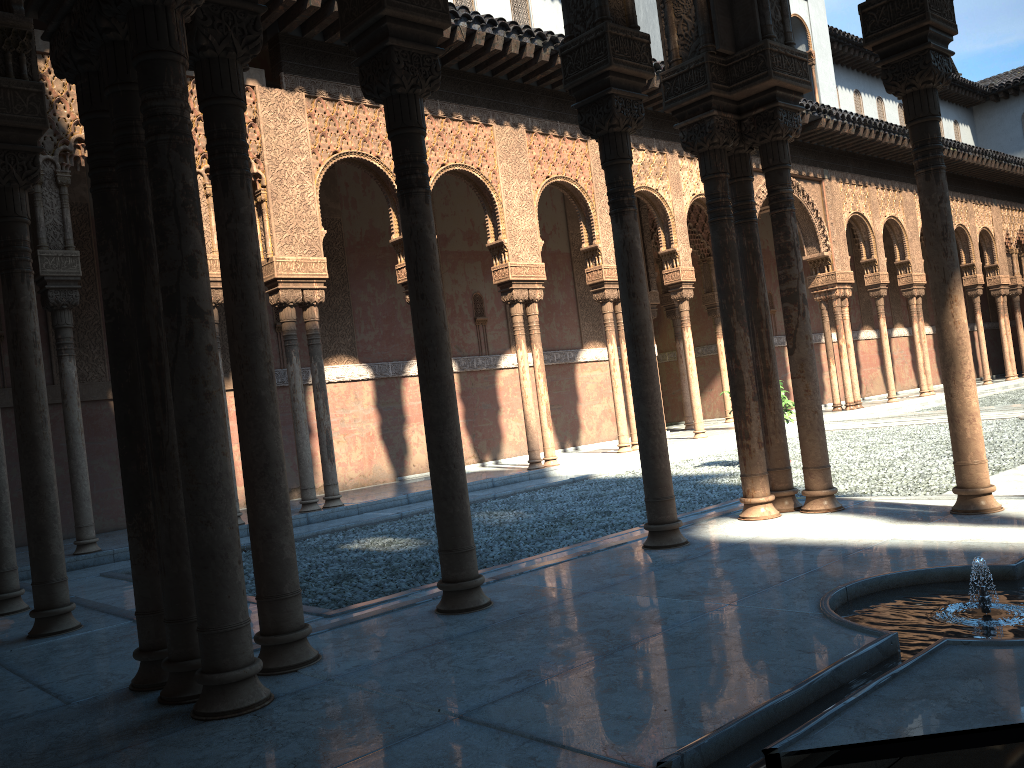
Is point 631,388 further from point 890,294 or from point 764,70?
point 890,294
